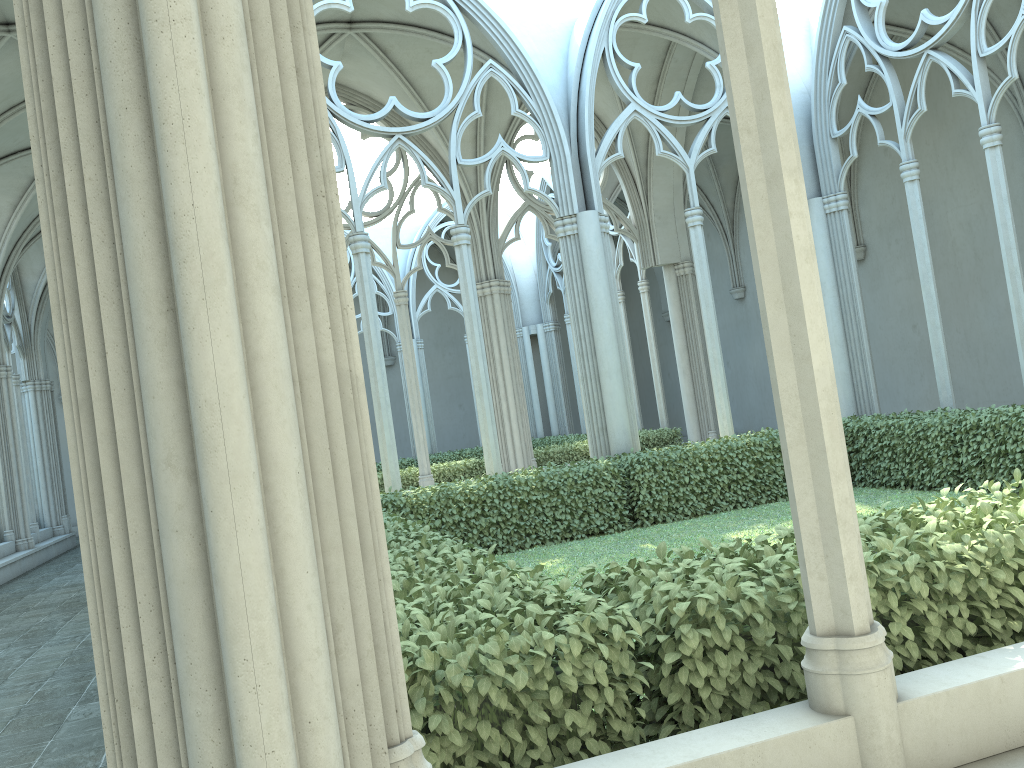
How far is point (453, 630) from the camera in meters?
2.7 m

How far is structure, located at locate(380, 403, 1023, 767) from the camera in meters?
2.7

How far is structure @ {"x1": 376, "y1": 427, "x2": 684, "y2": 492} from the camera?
15.9m

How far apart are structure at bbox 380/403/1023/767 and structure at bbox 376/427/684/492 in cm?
528

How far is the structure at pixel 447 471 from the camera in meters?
15.9

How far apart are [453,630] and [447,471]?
13.3m

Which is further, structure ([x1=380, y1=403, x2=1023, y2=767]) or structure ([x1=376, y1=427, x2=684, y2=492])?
structure ([x1=376, y1=427, x2=684, y2=492])

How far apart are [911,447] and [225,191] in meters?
10.1 m

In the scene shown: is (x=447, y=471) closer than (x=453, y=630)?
No
